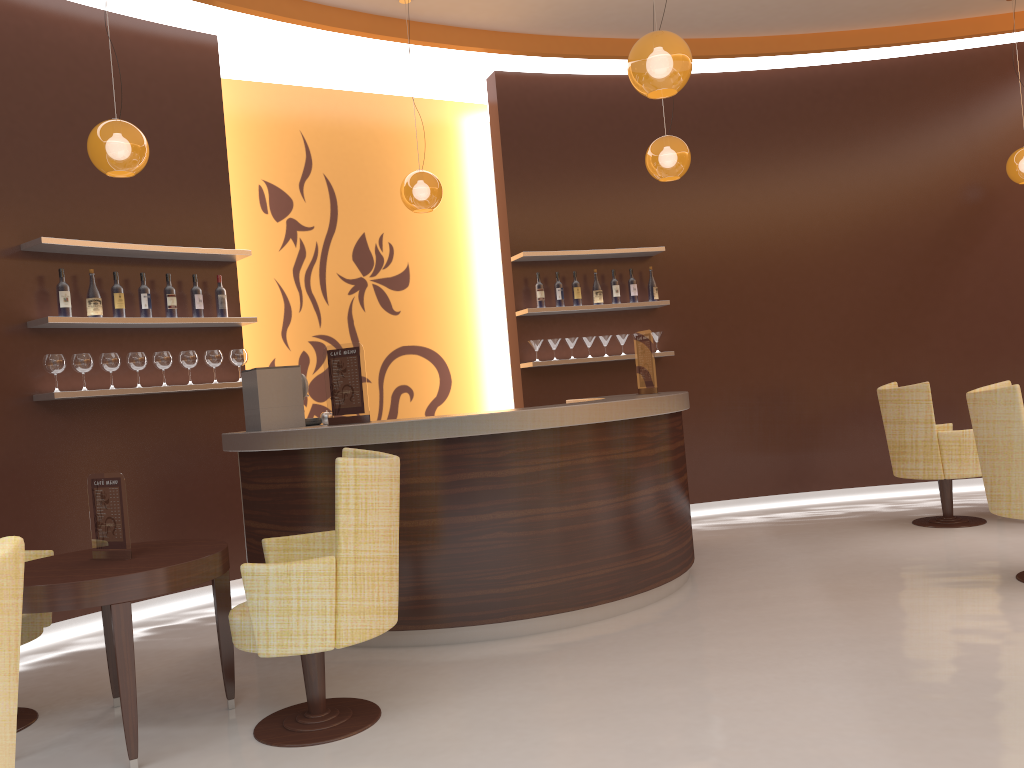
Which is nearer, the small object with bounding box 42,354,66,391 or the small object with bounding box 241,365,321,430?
the small object with bounding box 241,365,321,430

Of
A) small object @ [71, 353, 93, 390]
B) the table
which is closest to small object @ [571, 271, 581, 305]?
small object @ [71, 353, 93, 390]

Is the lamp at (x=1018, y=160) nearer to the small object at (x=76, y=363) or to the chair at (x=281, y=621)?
the chair at (x=281, y=621)

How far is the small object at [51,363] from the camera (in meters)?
5.01

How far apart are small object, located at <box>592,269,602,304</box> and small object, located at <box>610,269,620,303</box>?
0.1 meters

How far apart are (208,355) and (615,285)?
3.3 meters

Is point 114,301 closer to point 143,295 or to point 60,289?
point 143,295

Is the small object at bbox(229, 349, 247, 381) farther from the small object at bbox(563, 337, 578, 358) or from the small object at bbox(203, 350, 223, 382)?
the small object at bbox(563, 337, 578, 358)

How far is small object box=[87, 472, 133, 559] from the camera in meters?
3.4 m

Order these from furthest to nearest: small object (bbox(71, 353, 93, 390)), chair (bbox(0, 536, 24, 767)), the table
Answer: small object (bbox(71, 353, 93, 390)) < the table < chair (bbox(0, 536, 24, 767))
